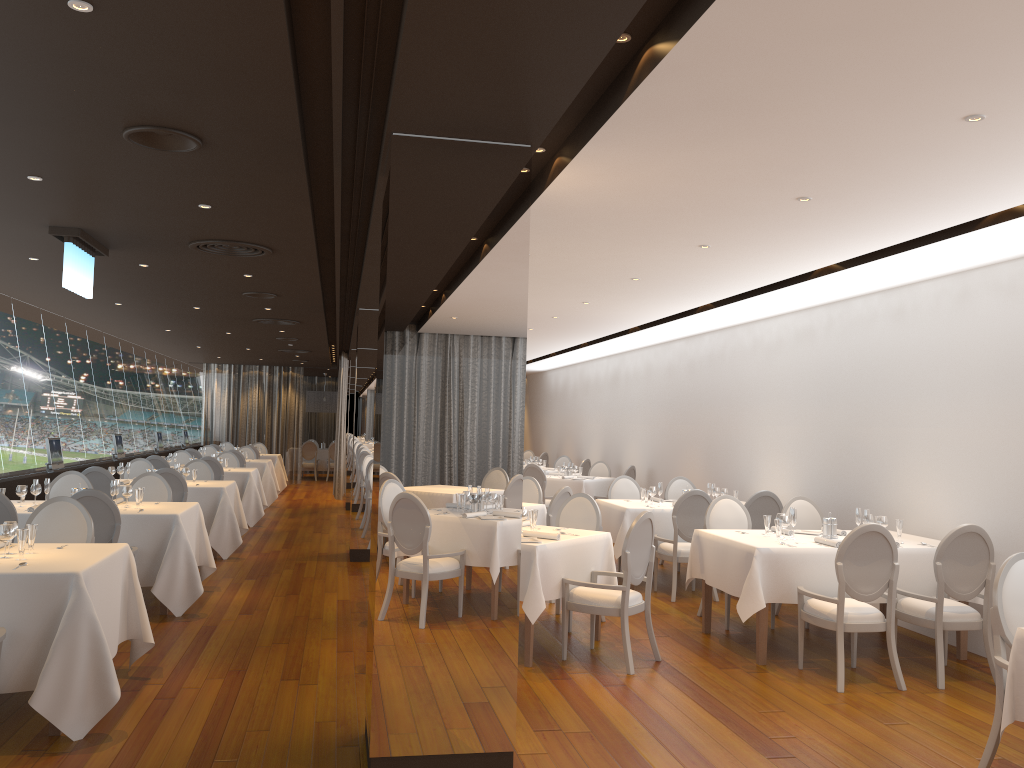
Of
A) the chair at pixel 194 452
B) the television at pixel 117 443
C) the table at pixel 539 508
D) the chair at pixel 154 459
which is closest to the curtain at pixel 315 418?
the chair at pixel 194 452

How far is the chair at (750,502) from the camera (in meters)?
8.84

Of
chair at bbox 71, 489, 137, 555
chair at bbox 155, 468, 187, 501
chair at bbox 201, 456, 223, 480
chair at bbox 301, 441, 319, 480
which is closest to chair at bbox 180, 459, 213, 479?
chair at bbox 201, 456, 223, 480

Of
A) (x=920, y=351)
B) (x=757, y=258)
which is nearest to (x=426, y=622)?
(x=757, y=258)

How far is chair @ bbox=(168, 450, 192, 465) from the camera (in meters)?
14.94

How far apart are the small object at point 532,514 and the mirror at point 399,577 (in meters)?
2.26

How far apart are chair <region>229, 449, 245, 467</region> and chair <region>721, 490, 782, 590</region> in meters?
10.3 m

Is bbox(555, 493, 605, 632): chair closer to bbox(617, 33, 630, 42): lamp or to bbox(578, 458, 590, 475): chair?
bbox(617, 33, 630, 42): lamp

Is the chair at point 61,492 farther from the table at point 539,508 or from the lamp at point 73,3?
the lamp at point 73,3

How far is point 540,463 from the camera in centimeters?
1709cm
